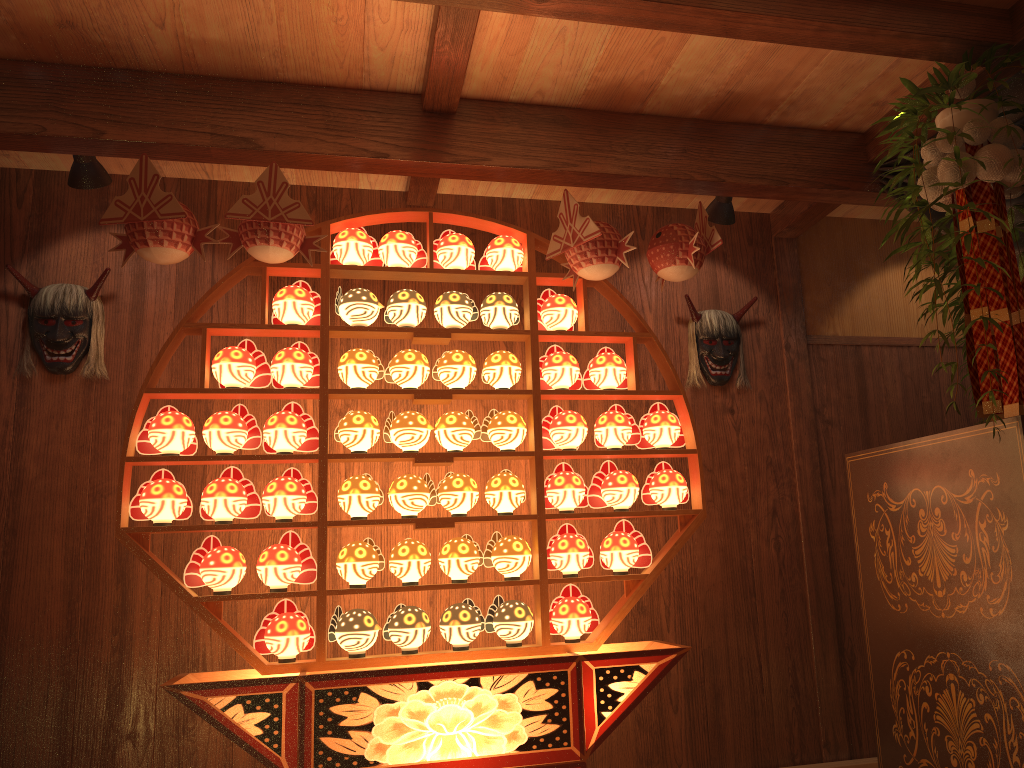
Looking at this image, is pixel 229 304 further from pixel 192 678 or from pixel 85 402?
pixel 192 678

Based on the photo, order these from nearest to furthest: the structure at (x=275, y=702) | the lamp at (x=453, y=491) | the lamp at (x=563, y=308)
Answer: the structure at (x=275, y=702) → the lamp at (x=453, y=491) → the lamp at (x=563, y=308)

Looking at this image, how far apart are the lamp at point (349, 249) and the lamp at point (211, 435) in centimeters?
62cm

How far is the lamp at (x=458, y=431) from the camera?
3.07m

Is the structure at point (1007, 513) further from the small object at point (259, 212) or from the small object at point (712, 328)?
the small object at point (259, 212)

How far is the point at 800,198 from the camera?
3.4m

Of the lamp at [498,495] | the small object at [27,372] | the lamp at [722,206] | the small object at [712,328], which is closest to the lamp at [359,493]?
the lamp at [498,495]

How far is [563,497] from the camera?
3.1 meters

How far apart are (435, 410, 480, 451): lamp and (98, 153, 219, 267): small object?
1.0m

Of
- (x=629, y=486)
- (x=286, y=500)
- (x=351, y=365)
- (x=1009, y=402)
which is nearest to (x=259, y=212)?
(x=351, y=365)
